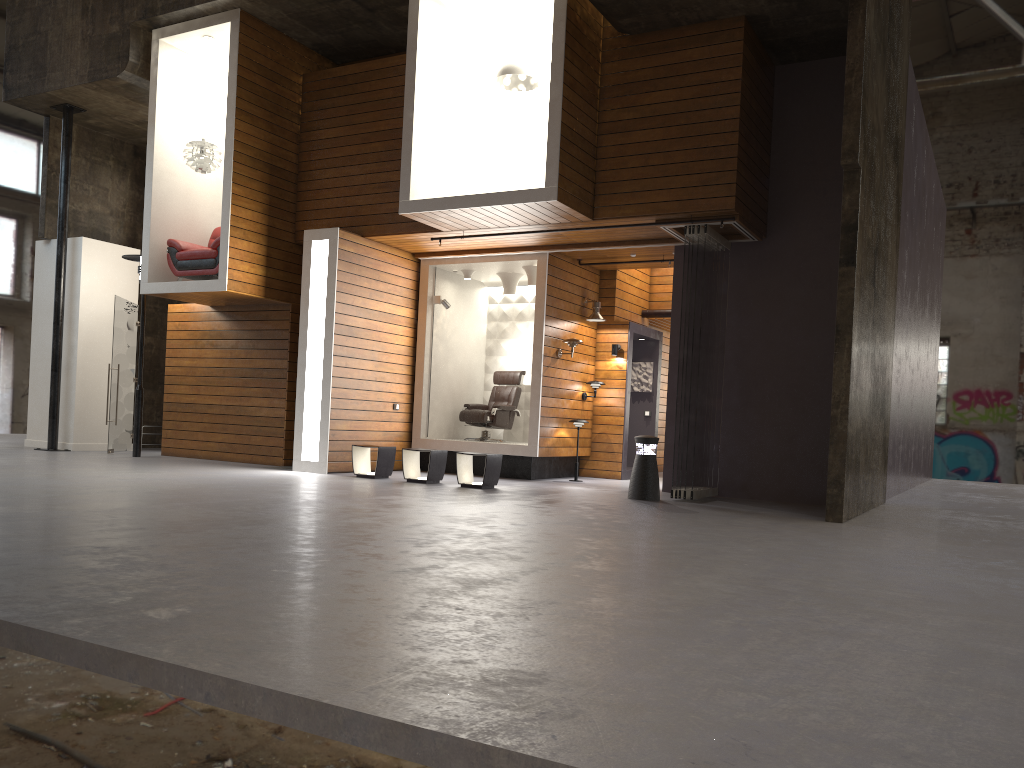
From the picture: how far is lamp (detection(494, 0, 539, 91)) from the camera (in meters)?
10.08

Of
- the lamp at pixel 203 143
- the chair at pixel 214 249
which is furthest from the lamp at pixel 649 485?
the lamp at pixel 203 143

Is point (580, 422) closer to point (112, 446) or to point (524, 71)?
point (524, 71)

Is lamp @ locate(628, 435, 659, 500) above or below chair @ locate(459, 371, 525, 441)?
below

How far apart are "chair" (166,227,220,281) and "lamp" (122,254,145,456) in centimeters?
119cm

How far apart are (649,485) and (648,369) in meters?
4.9 m

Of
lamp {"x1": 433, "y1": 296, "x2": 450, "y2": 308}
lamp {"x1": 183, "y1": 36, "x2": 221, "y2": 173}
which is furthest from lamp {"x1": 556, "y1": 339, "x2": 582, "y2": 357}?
lamp {"x1": 183, "y1": 36, "x2": 221, "y2": 173}

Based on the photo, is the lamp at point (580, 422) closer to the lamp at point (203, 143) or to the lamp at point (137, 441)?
the lamp at point (203, 143)

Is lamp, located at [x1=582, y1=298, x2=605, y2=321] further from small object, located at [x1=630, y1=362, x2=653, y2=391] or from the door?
the door

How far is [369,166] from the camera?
11.60m
